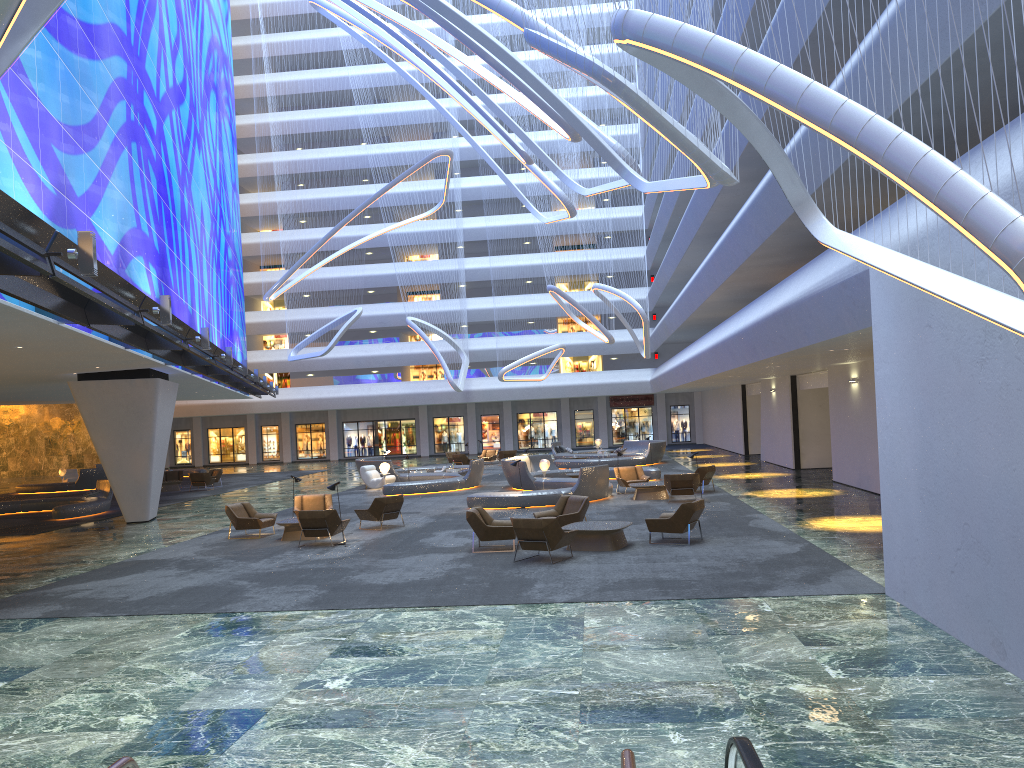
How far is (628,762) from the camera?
3.30m

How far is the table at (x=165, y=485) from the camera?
36.78m

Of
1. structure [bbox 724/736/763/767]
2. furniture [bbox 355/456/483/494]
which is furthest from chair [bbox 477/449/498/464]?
structure [bbox 724/736/763/767]

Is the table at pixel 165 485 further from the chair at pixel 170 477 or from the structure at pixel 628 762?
the structure at pixel 628 762

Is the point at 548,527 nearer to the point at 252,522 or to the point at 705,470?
the point at 252,522

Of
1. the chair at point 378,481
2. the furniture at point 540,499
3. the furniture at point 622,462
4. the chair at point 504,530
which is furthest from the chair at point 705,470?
the furniture at point 622,462

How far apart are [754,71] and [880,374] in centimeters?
490cm

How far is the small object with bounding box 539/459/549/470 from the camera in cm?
2878

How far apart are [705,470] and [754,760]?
22.0 meters

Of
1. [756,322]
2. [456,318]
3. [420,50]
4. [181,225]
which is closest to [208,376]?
[181,225]
